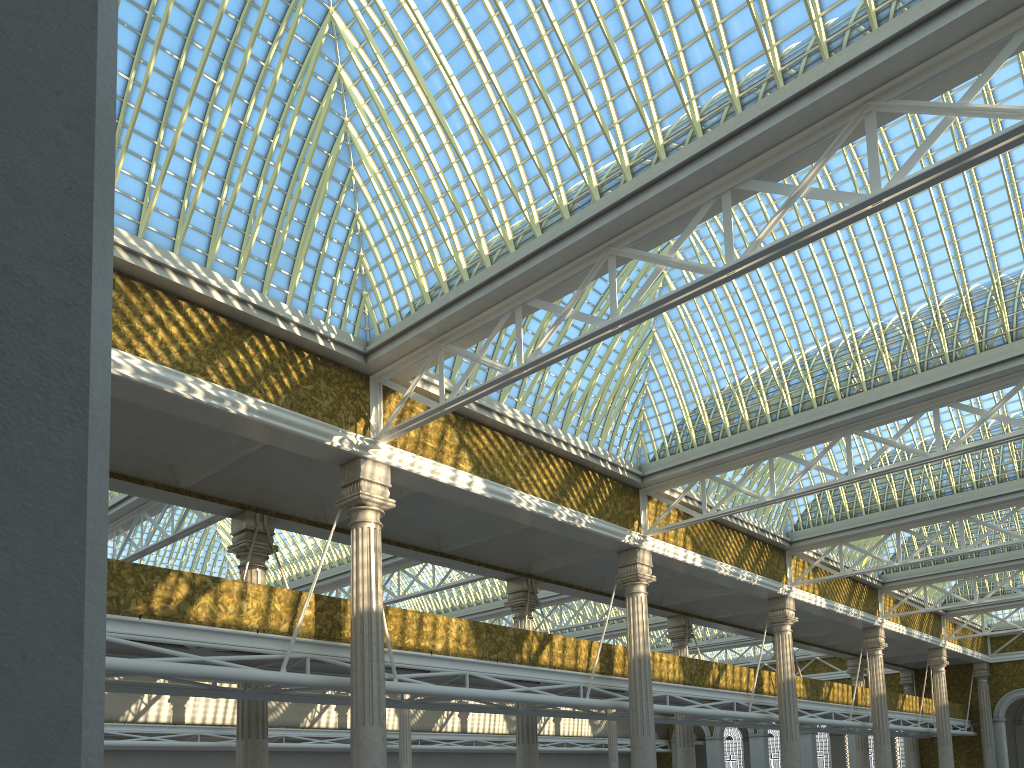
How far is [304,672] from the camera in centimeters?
2113cm

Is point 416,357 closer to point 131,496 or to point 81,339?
point 131,496
